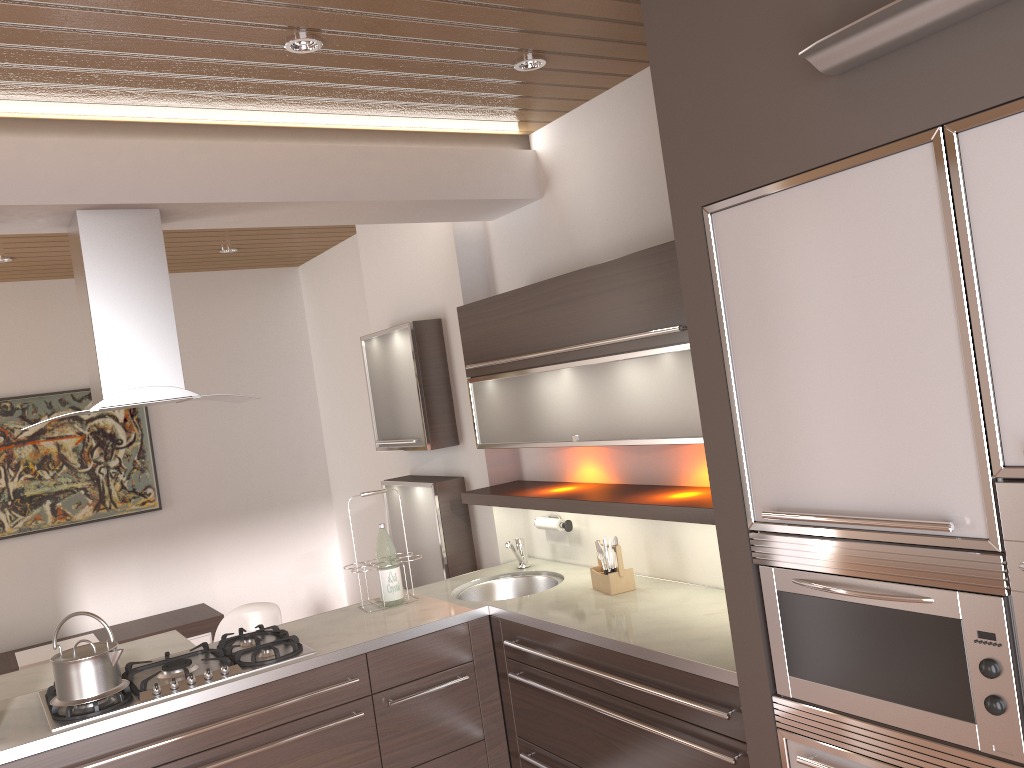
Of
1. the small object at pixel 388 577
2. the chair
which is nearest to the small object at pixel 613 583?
the small object at pixel 388 577

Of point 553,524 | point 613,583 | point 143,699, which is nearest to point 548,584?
point 553,524

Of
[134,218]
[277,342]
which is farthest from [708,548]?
[277,342]

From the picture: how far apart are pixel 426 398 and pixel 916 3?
2.9m

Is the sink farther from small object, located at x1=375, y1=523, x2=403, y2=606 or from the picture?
the picture

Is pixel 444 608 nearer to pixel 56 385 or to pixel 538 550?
pixel 538 550

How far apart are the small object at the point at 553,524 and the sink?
0.1m

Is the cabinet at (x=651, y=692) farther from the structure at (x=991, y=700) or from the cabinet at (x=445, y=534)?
the cabinet at (x=445, y=534)

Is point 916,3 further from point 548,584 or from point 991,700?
point 548,584

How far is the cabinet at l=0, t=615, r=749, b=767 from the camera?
2.46m
